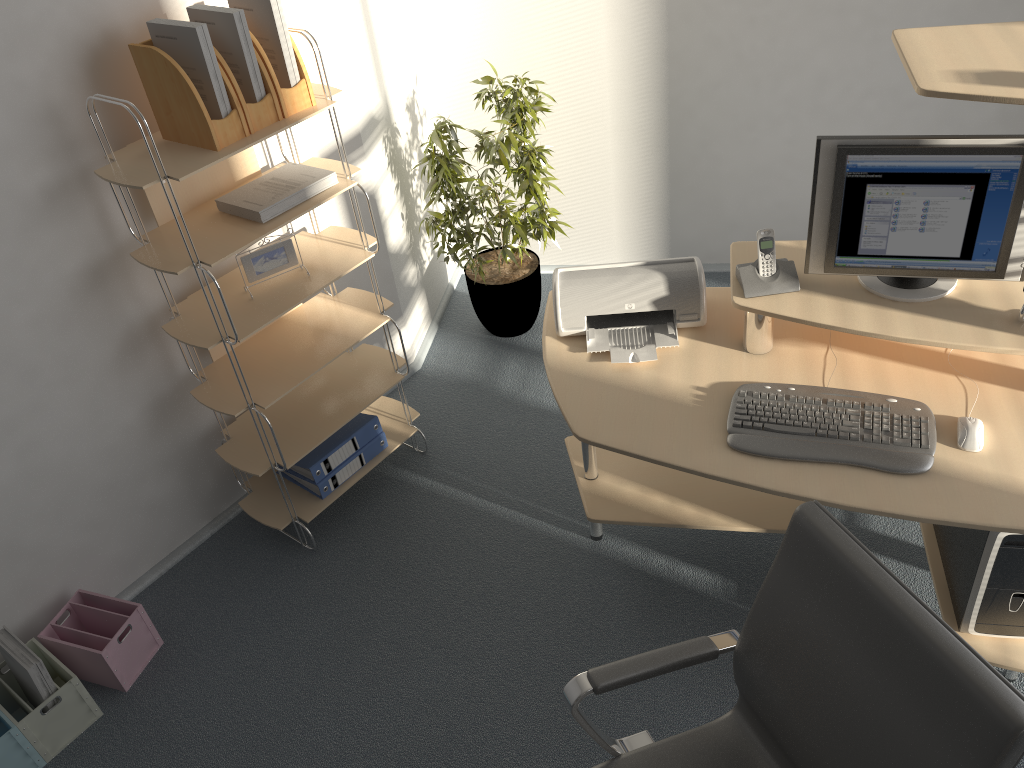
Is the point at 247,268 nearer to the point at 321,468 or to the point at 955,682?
the point at 321,468

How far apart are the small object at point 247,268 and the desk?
0.8m

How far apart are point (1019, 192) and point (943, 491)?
0.7m

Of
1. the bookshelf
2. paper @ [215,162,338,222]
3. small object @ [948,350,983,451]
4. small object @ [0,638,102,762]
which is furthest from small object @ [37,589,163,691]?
small object @ [948,350,983,451]

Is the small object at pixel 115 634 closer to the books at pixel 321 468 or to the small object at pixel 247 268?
the books at pixel 321 468

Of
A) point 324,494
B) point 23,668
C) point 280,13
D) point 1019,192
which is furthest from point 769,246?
point 23,668

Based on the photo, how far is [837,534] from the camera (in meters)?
1.50

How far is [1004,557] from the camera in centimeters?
213cm

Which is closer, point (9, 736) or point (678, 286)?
point (9, 736)

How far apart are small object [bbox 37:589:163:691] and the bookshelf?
0.5 meters
